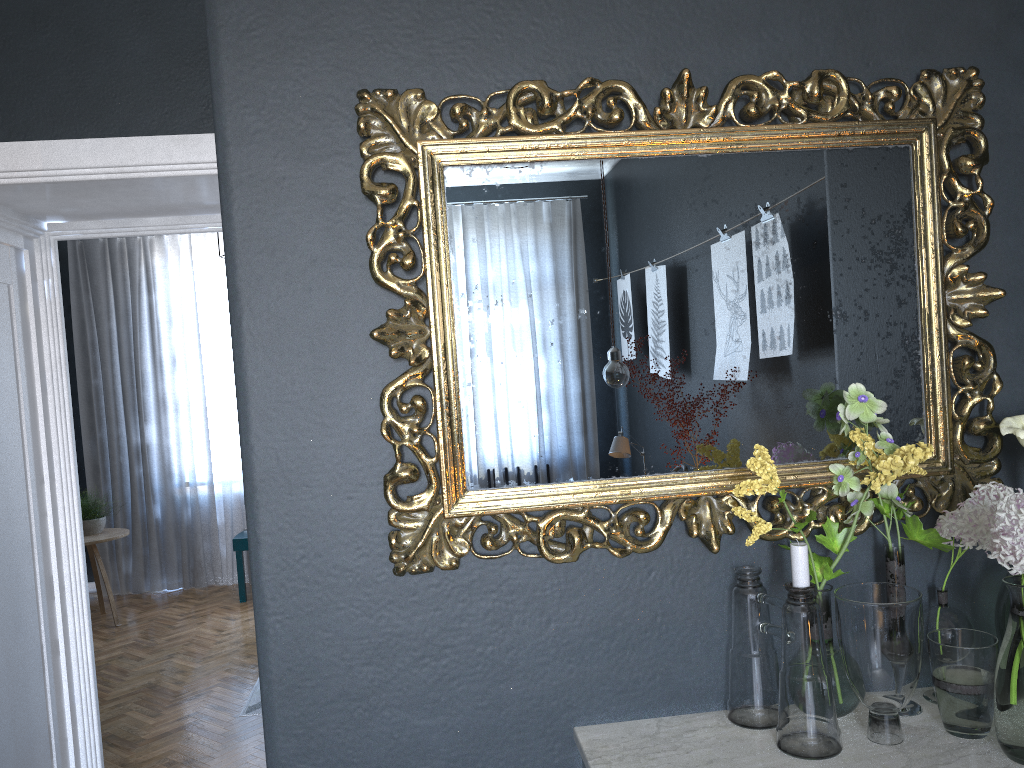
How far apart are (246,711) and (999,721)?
3.75m

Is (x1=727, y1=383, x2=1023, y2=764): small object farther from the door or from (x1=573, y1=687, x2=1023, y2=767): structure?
the door

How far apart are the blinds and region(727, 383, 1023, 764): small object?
6.0m

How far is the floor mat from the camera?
4.25m

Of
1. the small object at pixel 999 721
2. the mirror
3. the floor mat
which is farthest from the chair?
the small object at pixel 999 721

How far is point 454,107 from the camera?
1.4m

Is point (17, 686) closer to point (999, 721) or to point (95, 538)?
point (999, 721)

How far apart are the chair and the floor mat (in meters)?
1.91

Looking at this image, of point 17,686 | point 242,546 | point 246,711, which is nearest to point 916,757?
point 17,686

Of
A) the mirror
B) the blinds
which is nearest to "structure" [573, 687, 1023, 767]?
the mirror
